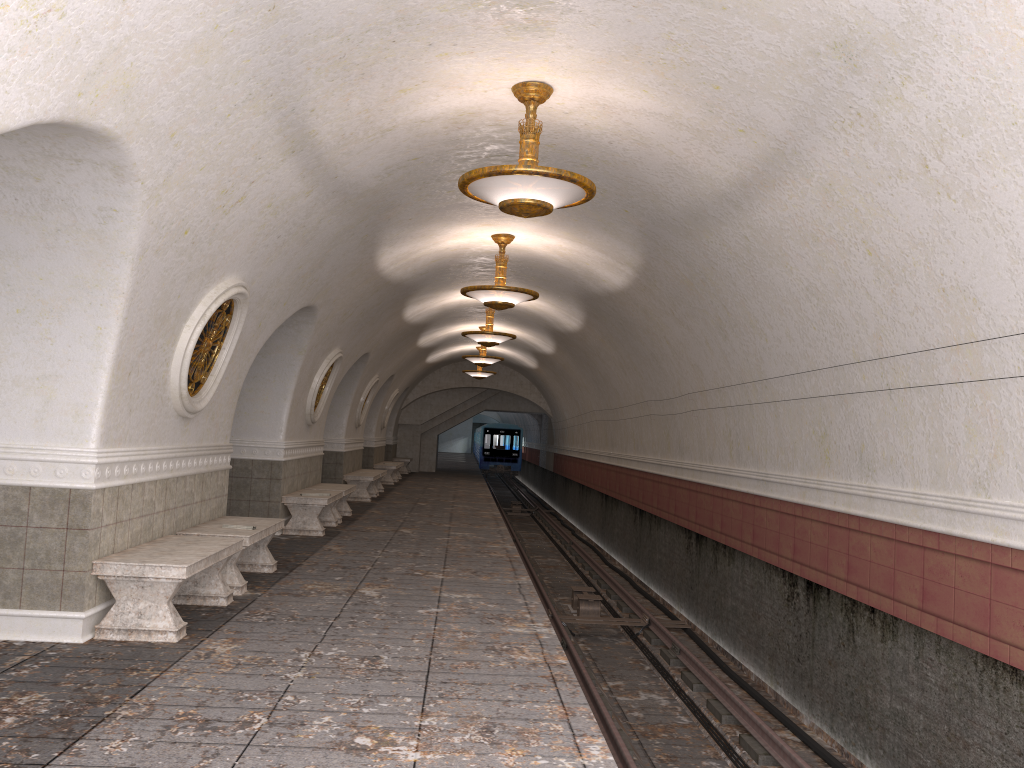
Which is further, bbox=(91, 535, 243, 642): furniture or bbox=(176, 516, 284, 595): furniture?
bbox=(176, 516, 284, 595): furniture

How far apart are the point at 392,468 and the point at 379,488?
3.06m

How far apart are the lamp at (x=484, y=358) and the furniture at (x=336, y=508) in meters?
6.6

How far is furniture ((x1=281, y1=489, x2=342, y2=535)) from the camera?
11.7m

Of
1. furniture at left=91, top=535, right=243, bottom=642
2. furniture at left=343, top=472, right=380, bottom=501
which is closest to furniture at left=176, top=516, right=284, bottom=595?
furniture at left=91, top=535, right=243, bottom=642

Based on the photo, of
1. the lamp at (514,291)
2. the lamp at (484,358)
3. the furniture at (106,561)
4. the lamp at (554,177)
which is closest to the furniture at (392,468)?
the lamp at (484,358)

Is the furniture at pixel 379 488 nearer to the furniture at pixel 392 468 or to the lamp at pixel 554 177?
the furniture at pixel 392 468

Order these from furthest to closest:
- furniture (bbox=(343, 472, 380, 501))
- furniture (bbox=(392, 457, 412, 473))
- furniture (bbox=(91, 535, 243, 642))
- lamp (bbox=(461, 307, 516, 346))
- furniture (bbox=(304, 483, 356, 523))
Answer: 1. furniture (bbox=(392, 457, 412, 473))
2. furniture (bbox=(343, 472, 380, 501))
3. lamp (bbox=(461, 307, 516, 346))
4. furniture (bbox=(304, 483, 356, 523))
5. furniture (bbox=(91, 535, 243, 642))

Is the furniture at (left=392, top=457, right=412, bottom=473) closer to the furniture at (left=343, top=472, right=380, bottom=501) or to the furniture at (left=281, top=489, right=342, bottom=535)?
the furniture at (left=343, top=472, right=380, bottom=501)

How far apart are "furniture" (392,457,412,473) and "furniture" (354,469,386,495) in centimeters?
929cm
